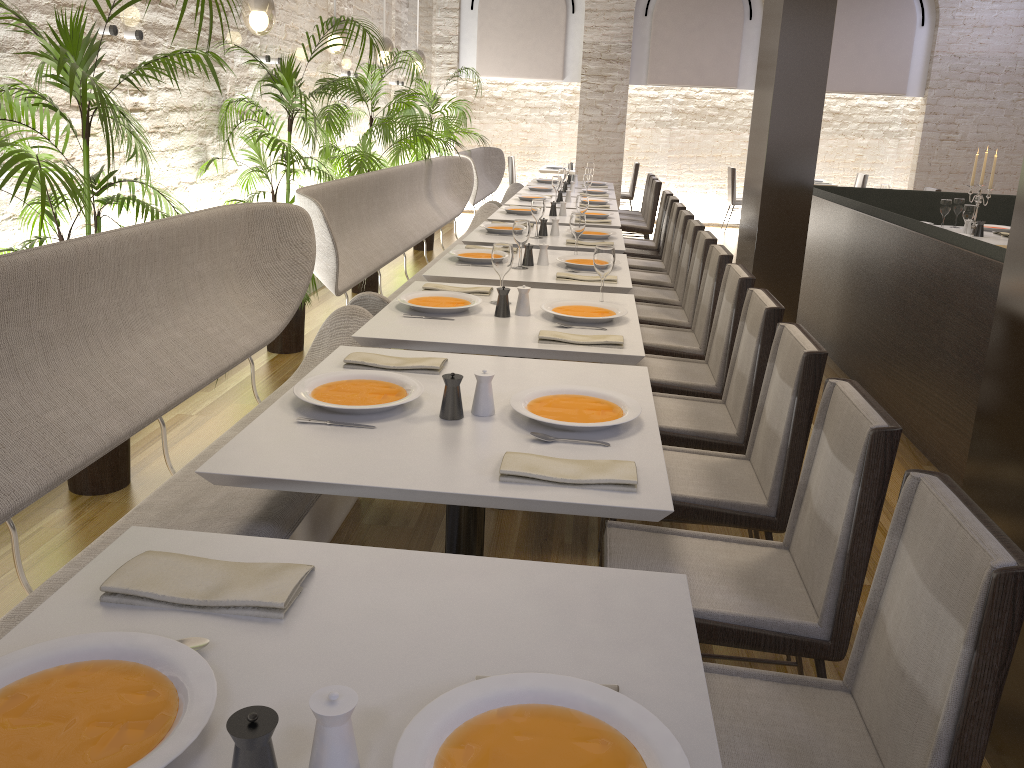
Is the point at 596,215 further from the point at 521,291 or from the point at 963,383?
the point at 521,291

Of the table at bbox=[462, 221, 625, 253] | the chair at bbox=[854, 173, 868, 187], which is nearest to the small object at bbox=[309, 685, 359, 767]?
the table at bbox=[462, 221, 625, 253]

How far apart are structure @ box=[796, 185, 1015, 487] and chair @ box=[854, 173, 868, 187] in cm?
473

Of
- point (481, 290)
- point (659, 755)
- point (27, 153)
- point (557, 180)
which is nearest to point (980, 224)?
point (557, 180)

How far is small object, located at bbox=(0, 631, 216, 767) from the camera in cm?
97

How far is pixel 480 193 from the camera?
9.3m

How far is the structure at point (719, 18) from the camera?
11.1m

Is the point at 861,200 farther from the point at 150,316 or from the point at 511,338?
the point at 150,316

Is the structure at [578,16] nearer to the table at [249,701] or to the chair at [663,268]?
the chair at [663,268]

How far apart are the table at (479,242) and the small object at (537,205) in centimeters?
13cm
